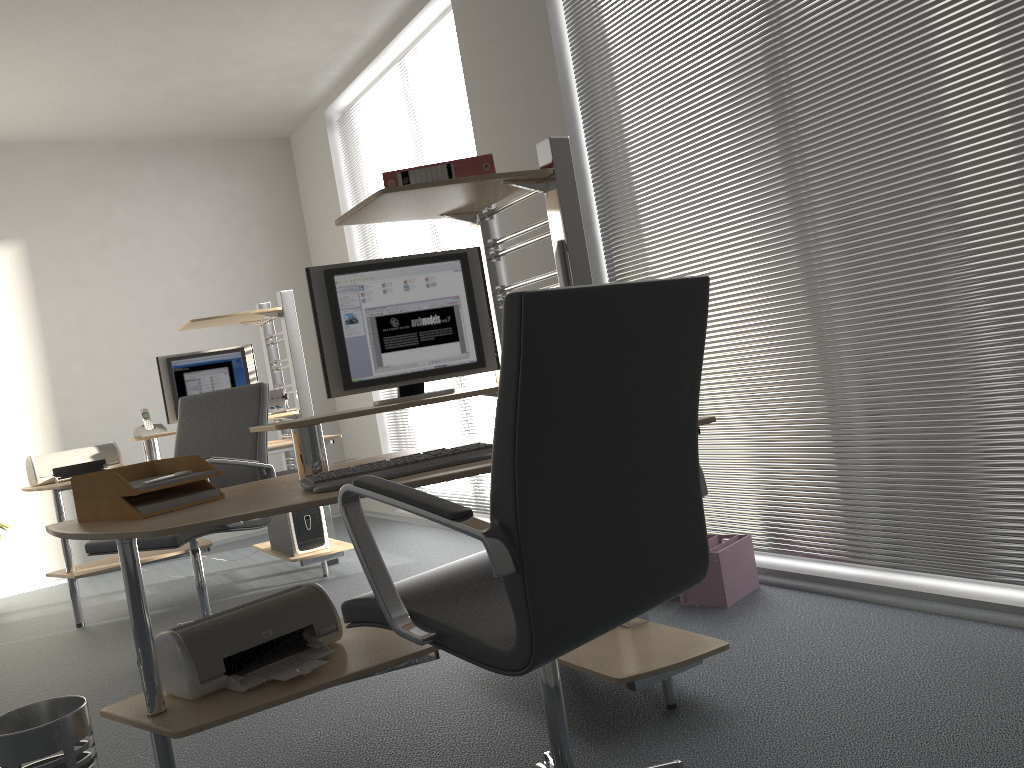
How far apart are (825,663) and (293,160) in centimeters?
580cm

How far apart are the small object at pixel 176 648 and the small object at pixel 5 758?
0.21m

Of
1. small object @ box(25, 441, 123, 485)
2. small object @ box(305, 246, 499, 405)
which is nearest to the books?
small object @ box(305, 246, 499, 405)

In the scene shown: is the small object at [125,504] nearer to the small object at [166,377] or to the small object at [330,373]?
the small object at [330,373]

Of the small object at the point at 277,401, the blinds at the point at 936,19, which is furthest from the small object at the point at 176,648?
the small object at the point at 277,401

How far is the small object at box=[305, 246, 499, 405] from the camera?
2.51m

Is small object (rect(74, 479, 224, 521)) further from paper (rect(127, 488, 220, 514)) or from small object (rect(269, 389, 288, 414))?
small object (rect(269, 389, 288, 414))

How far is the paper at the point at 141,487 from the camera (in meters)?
2.05

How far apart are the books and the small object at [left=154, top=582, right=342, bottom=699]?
1.1m

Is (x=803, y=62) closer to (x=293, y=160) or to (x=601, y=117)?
(x=601, y=117)
